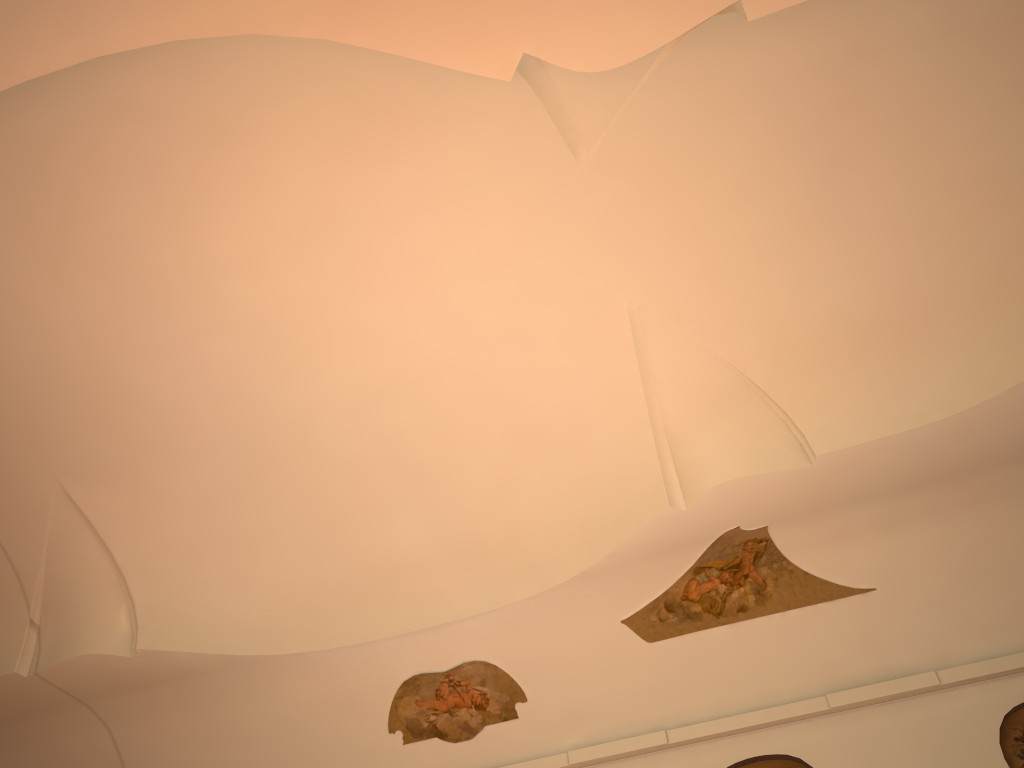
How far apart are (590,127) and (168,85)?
3.3 meters
